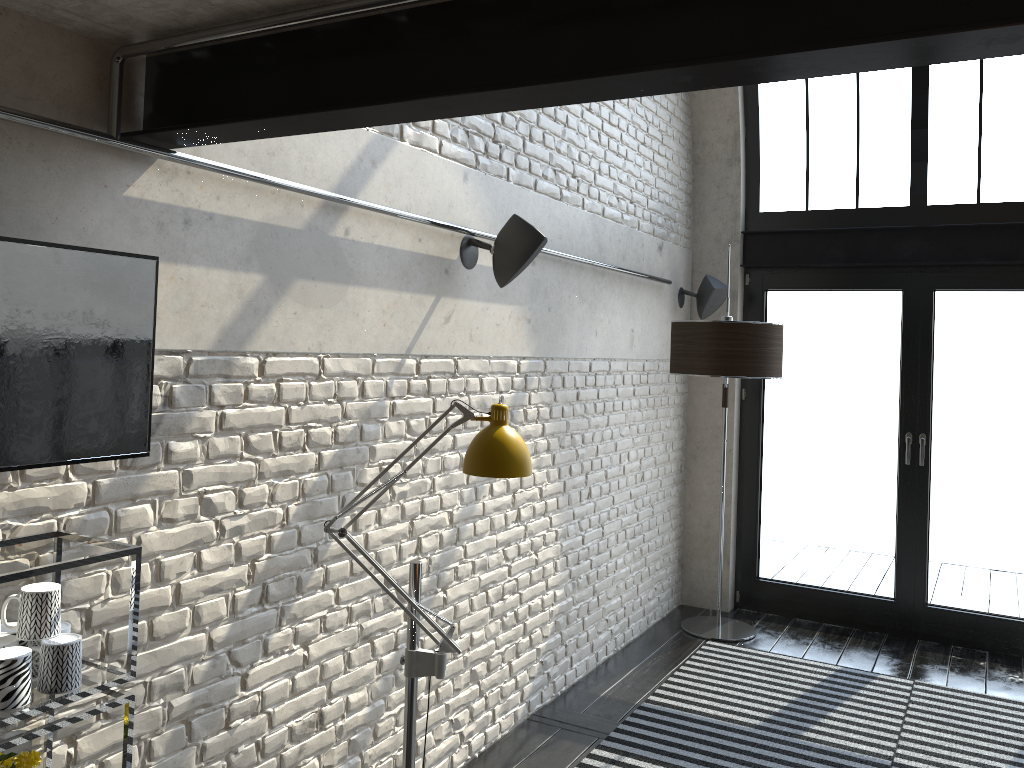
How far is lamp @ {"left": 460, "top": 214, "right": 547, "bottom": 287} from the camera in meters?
3.5

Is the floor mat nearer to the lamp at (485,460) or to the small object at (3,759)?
the lamp at (485,460)

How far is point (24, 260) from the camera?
1.6 meters

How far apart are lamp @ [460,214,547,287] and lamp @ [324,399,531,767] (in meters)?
1.09

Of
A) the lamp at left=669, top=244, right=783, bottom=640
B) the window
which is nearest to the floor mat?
the lamp at left=669, top=244, right=783, bottom=640

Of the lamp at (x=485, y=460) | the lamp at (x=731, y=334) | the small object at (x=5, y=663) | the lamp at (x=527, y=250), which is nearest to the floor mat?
the lamp at (x=731, y=334)

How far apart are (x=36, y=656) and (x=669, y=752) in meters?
2.9 m

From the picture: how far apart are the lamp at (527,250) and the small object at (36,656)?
2.1 meters

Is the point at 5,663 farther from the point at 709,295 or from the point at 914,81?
the point at 914,81

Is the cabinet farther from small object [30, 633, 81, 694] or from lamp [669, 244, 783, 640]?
lamp [669, 244, 783, 640]
